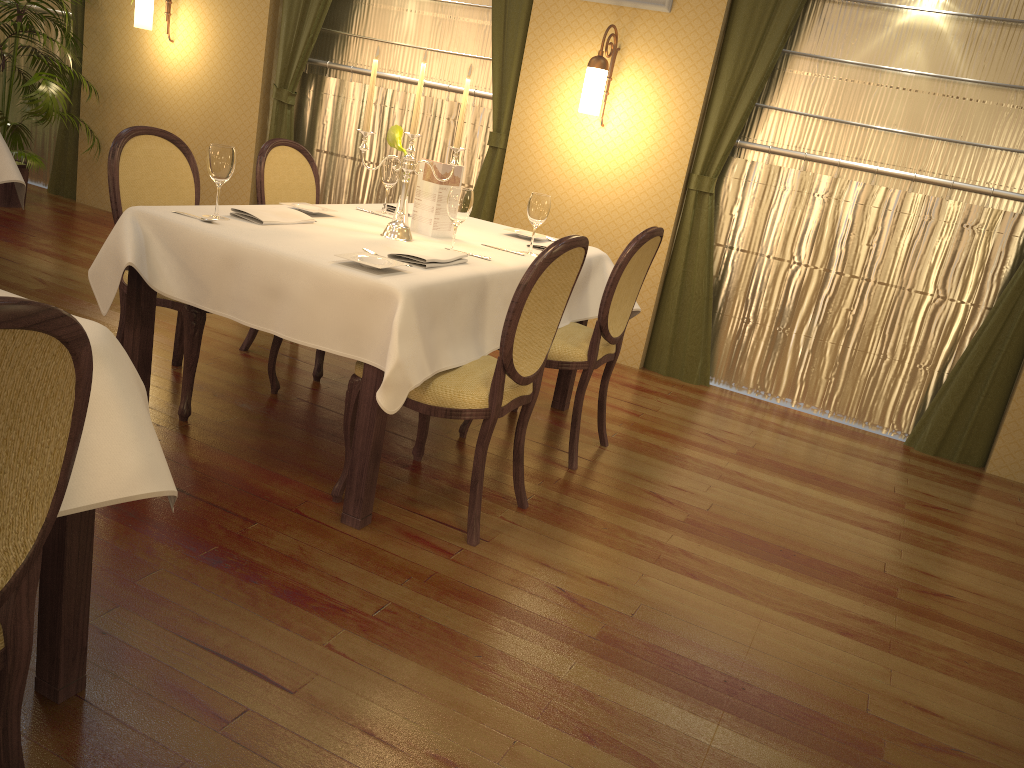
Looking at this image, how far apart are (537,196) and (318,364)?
1.24m

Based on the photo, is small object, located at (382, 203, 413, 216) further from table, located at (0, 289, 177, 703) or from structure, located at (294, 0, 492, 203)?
table, located at (0, 289, 177, 703)

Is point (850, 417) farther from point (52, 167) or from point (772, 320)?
point (52, 167)

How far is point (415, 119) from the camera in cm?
304

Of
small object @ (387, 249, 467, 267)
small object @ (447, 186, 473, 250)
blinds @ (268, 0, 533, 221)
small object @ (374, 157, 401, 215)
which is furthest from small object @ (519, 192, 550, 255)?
blinds @ (268, 0, 533, 221)

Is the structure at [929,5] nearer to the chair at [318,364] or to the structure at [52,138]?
the chair at [318,364]

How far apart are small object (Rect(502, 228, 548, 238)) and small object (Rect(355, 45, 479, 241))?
0.7m

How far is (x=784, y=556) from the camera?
3.0m

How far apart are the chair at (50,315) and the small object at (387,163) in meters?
2.6

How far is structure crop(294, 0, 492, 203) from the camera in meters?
5.5
